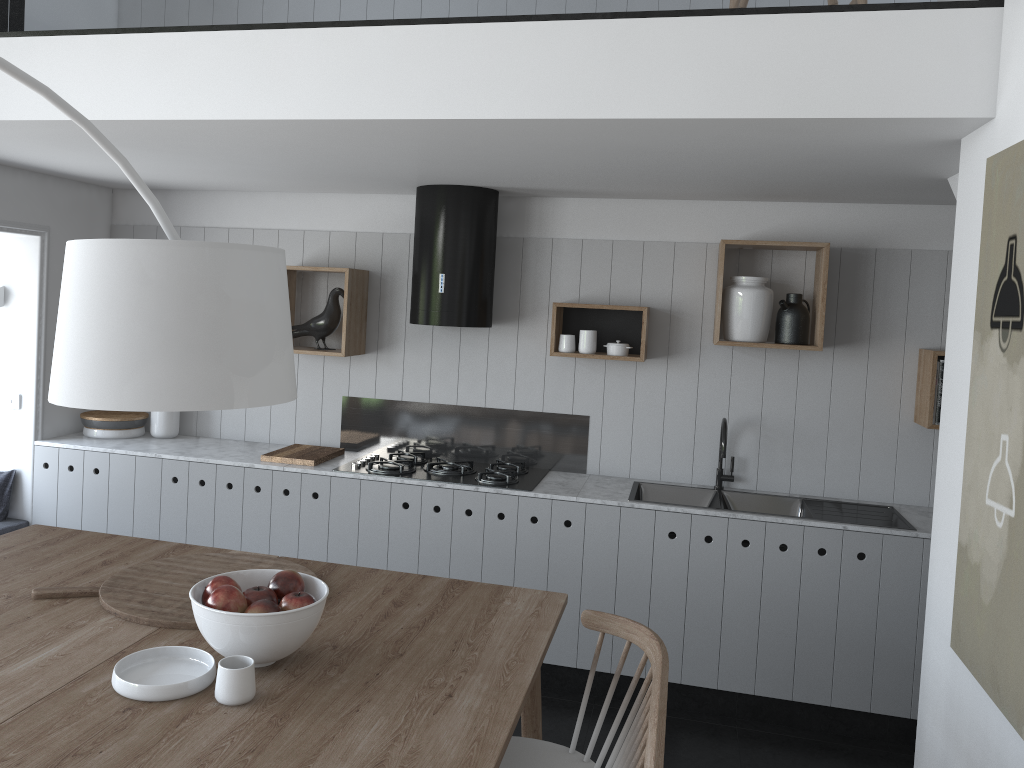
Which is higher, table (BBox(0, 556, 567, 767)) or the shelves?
the shelves

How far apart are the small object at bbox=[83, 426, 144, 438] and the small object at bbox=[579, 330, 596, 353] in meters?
2.5

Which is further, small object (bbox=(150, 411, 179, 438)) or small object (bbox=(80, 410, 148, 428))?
small object (bbox=(150, 411, 179, 438))

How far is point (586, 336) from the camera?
4.3m

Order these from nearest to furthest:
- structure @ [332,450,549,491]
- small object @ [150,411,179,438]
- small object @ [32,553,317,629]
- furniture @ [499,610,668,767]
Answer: furniture @ [499,610,668,767] < small object @ [32,553,317,629] < structure @ [332,450,549,491] < small object @ [150,411,179,438]

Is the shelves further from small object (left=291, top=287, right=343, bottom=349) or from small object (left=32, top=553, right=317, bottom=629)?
small object (left=32, top=553, right=317, bottom=629)

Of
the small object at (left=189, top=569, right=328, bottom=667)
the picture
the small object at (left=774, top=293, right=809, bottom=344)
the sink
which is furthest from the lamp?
the small object at (left=774, top=293, right=809, bottom=344)

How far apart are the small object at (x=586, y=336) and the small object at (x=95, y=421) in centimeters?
246cm

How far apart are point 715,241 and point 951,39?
2.0 meters

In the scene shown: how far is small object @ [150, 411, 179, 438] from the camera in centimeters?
482cm
